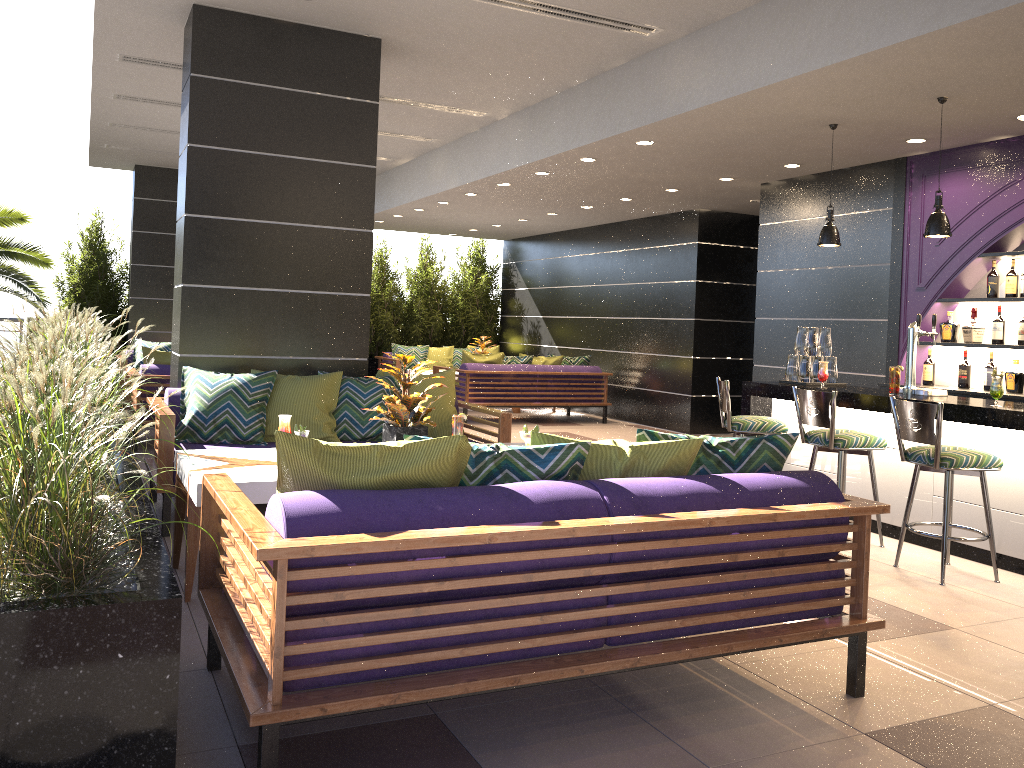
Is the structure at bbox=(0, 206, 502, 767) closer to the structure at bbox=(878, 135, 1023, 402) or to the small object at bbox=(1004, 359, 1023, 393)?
the structure at bbox=(878, 135, 1023, 402)

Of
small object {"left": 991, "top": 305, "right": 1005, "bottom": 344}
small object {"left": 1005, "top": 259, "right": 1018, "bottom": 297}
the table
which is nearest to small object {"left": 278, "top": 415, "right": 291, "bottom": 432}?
the table

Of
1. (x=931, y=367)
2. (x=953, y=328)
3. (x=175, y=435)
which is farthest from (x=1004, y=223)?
(x=175, y=435)

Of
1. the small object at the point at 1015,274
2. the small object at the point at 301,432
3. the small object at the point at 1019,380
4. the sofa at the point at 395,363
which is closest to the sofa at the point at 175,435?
the small object at the point at 301,432

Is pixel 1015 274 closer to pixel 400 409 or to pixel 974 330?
pixel 974 330

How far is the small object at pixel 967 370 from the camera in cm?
681

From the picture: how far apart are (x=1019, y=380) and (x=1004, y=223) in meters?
1.1 m

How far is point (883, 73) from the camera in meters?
5.0

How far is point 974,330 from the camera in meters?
6.7

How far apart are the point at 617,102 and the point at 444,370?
6.7 meters
